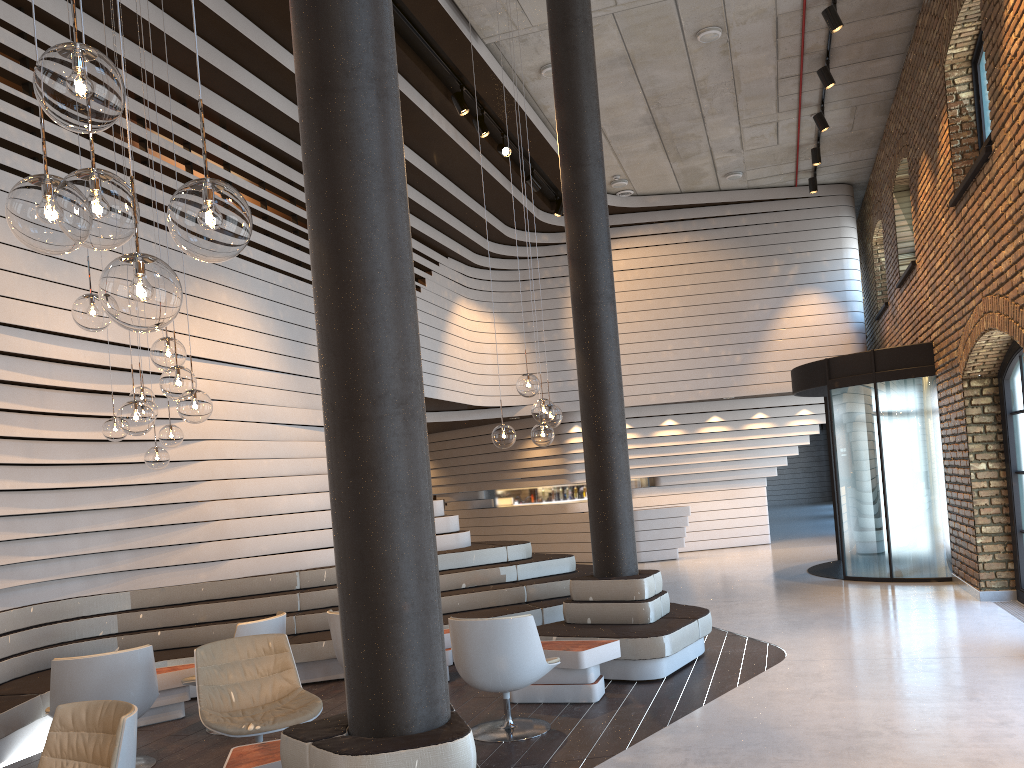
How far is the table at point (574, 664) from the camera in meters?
5.9

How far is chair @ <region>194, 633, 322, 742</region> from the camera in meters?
4.7

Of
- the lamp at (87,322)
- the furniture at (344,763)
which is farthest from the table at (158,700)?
the furniture at (344,763)

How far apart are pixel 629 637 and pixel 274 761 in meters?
3.1

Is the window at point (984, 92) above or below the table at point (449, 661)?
above

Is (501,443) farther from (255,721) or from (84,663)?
(84,663)

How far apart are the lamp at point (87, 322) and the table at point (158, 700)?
2.96m

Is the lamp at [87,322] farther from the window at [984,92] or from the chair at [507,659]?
the window at [984,92]

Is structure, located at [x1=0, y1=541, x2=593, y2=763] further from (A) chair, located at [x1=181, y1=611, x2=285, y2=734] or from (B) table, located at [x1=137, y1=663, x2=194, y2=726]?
(A) chair, located at [x1=181, y1=611, x2=285, y2=734]

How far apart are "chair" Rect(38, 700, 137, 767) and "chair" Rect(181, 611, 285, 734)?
2.1 meters
